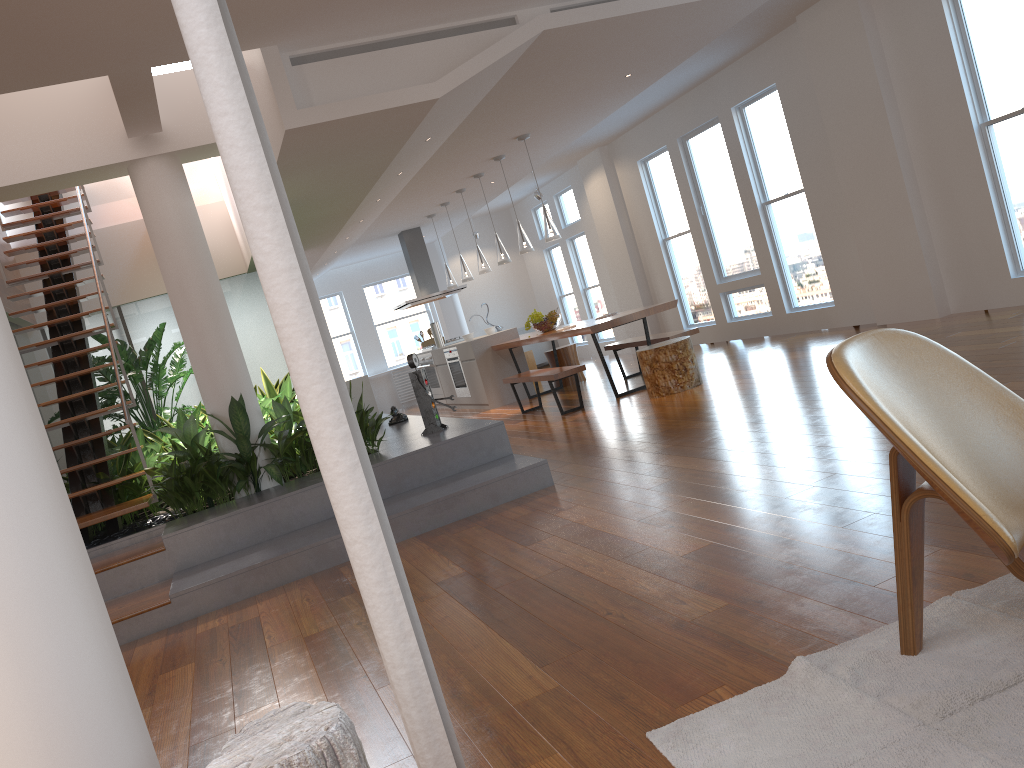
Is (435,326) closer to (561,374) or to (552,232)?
(552,232)

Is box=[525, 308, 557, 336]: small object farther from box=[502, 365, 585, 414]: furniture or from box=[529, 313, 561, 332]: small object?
box=[502, 365, 585, 414]: furniture

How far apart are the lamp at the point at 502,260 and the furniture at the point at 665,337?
1.5 meters

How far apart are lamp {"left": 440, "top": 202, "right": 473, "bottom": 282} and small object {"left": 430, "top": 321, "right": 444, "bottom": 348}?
1.34m

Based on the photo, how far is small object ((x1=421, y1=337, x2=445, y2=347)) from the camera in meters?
13.0

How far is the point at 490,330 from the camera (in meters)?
10.68

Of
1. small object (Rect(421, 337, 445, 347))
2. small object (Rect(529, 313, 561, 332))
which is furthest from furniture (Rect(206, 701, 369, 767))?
small object (Rect(421, 337, 445, 347))

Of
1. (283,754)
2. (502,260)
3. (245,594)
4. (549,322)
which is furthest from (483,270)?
(283,754)

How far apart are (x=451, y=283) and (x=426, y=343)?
1.64m

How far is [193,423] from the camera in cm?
571
